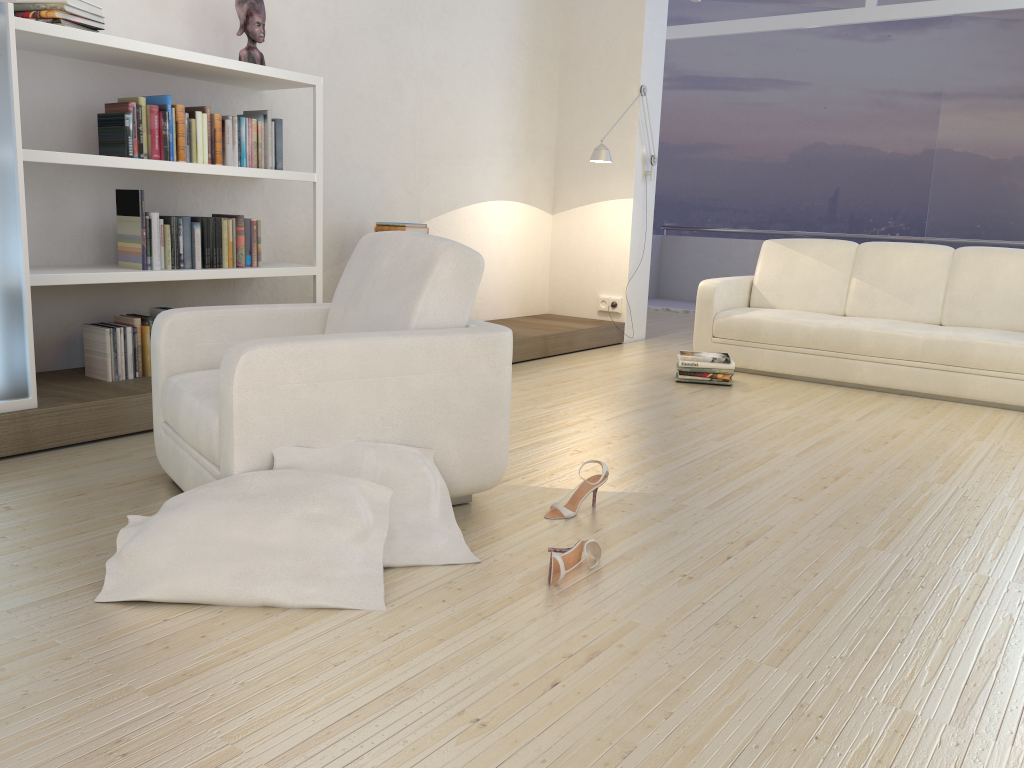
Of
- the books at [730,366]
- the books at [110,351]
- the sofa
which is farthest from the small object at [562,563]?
the sofa

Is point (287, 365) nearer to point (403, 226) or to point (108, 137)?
point (108, 137)

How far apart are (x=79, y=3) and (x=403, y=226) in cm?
200

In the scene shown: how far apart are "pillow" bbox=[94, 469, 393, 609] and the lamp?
4.14m

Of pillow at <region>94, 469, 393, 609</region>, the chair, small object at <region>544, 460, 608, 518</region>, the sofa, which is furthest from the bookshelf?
the sofa

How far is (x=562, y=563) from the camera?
2.3 meters

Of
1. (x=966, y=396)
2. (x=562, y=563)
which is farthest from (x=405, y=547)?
(x=966, y=396)

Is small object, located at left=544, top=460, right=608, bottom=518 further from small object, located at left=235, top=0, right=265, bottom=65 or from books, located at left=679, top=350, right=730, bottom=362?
Answer: small object, located at left=235, top=0, right=265, bottom=65

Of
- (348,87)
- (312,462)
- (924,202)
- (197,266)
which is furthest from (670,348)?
(924,202)

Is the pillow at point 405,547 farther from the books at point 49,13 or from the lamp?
the lamp
